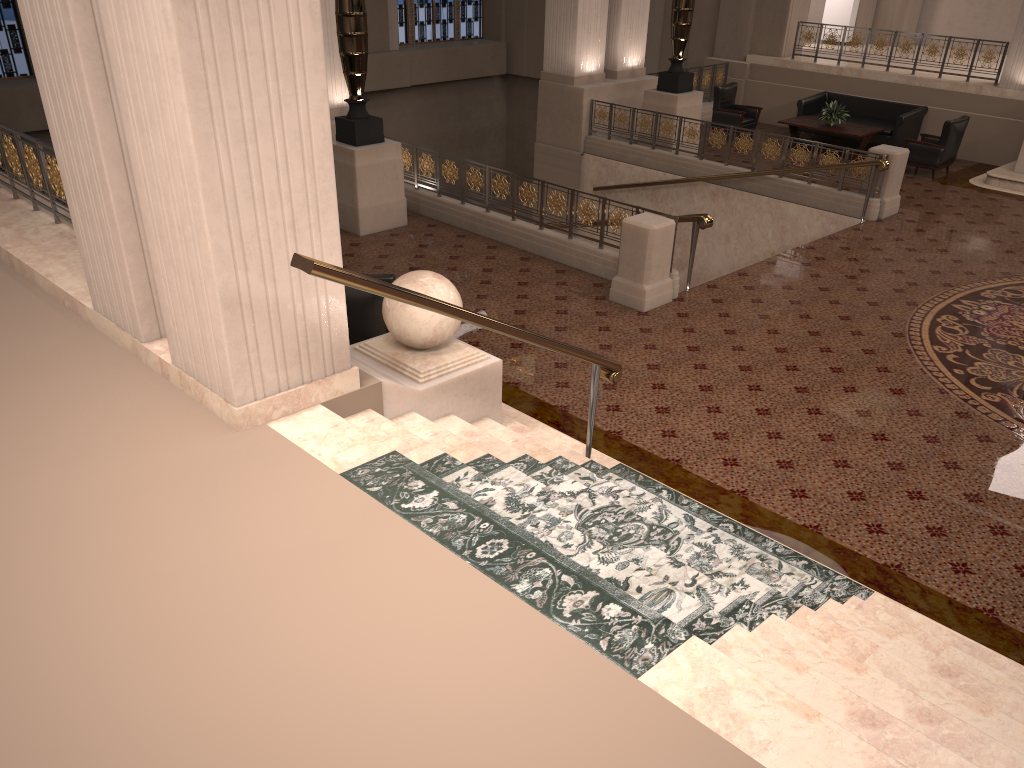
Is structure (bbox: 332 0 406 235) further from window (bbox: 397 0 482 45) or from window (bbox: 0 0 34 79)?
window (bbox: 397 0 482 45)

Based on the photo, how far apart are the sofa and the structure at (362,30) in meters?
8.5 m

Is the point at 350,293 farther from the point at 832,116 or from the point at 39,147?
the point at 832,116

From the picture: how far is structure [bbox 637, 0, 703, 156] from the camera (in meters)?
13.65

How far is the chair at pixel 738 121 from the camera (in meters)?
15.50

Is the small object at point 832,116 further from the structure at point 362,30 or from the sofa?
the structure at point 362,30

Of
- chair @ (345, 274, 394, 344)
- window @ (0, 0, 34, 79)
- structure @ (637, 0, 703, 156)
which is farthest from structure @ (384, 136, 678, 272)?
window @ (0, 0, 34, 79)

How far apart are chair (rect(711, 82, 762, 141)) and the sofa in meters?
0.7

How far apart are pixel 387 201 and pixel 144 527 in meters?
7.5

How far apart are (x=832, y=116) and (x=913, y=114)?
1.4m
